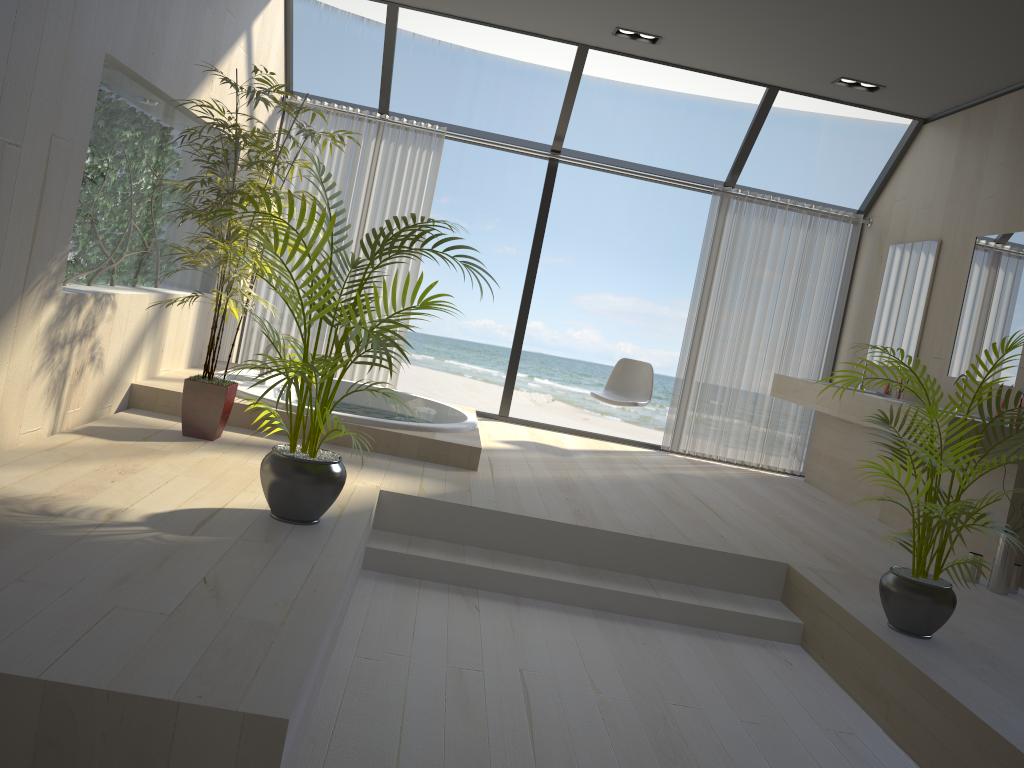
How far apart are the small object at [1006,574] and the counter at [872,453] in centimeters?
136cm

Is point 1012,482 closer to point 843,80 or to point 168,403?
point 843,80

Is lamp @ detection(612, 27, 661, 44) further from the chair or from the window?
the chair

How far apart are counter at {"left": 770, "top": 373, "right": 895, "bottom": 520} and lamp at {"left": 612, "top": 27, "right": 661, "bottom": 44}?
2.5 meters

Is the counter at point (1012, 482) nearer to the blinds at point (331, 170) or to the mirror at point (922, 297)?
the mirror at point (922, 297)

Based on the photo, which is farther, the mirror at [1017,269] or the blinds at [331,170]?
the blinds at [331,170]

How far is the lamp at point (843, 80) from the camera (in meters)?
5.77

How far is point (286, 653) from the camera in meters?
2.1

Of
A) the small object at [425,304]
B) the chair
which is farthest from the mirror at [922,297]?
the small object at [425,304]

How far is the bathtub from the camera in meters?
4.5 m
